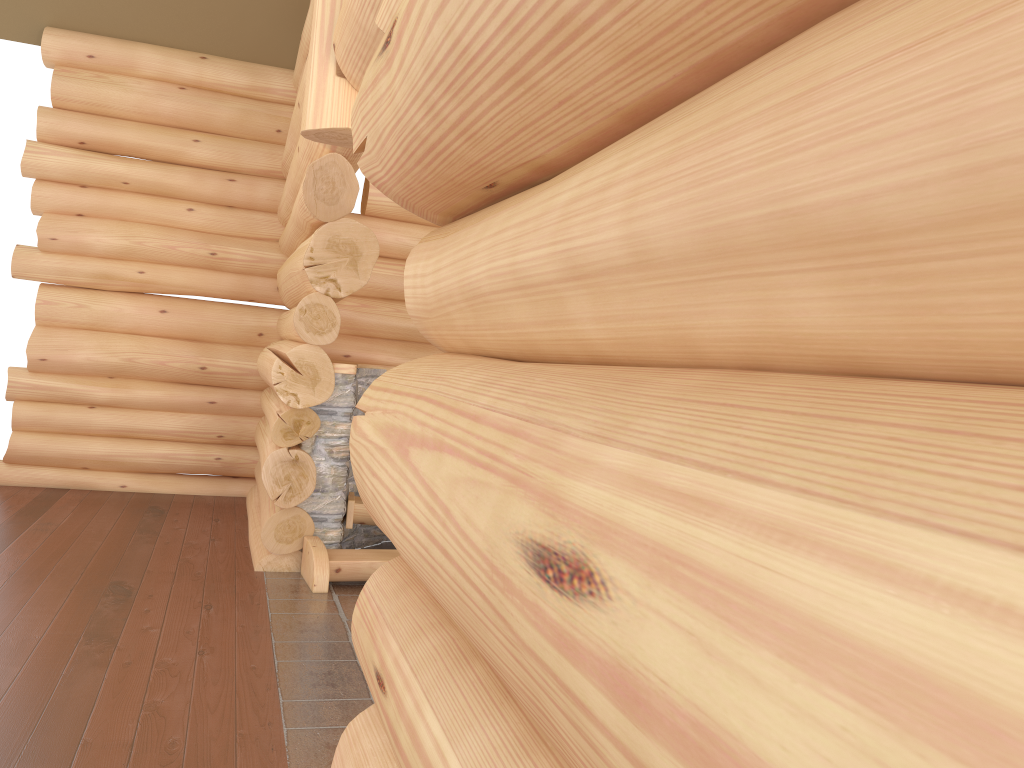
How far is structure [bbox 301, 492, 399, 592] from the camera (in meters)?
5.85

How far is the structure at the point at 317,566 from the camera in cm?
585

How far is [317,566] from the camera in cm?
585
